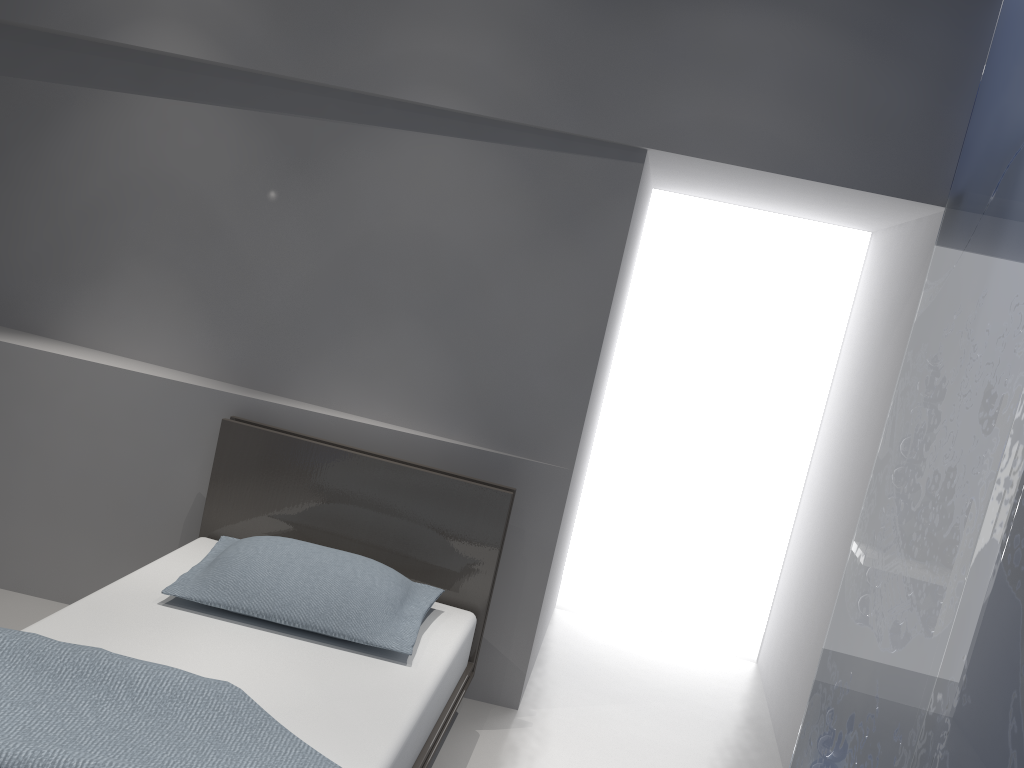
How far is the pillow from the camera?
2.4 meters

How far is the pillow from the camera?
2.44m

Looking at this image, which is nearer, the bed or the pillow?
the bed

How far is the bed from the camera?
1.83m

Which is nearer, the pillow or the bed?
the bed

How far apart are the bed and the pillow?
0.04m

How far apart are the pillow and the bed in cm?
4

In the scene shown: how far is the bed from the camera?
1.8m
